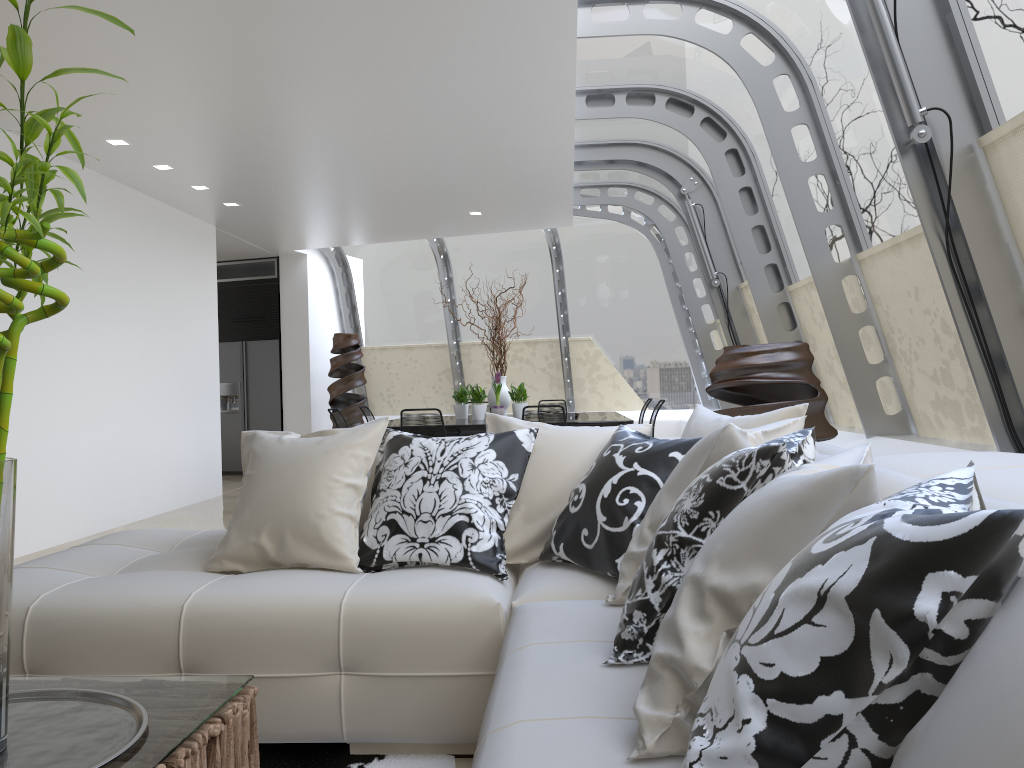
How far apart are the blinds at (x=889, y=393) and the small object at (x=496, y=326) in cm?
343

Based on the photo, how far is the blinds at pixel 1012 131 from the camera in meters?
3.0

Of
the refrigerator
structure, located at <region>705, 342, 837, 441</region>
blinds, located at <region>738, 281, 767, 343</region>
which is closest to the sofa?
structure, located at <region>705, 342, 837, 441</region>

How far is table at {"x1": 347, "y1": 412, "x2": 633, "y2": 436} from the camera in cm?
752

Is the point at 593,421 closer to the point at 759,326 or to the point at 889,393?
the point at 759,326

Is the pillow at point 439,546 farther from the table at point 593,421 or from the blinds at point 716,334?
the blinds at point 716,334

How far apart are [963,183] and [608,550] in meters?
2.0

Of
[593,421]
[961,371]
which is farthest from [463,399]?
[961,371]

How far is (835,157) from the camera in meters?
4.9

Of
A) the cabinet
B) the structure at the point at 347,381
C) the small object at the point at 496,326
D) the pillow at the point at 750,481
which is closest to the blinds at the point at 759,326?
the small object at the point at 496,326
